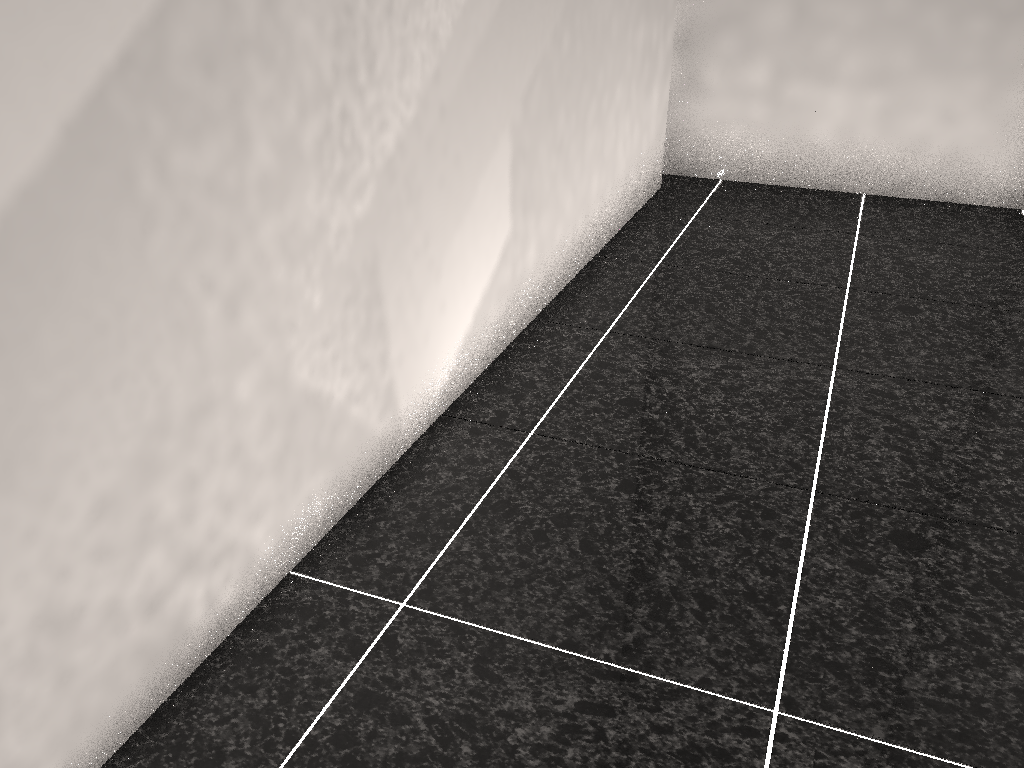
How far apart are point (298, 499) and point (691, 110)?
2.94m
